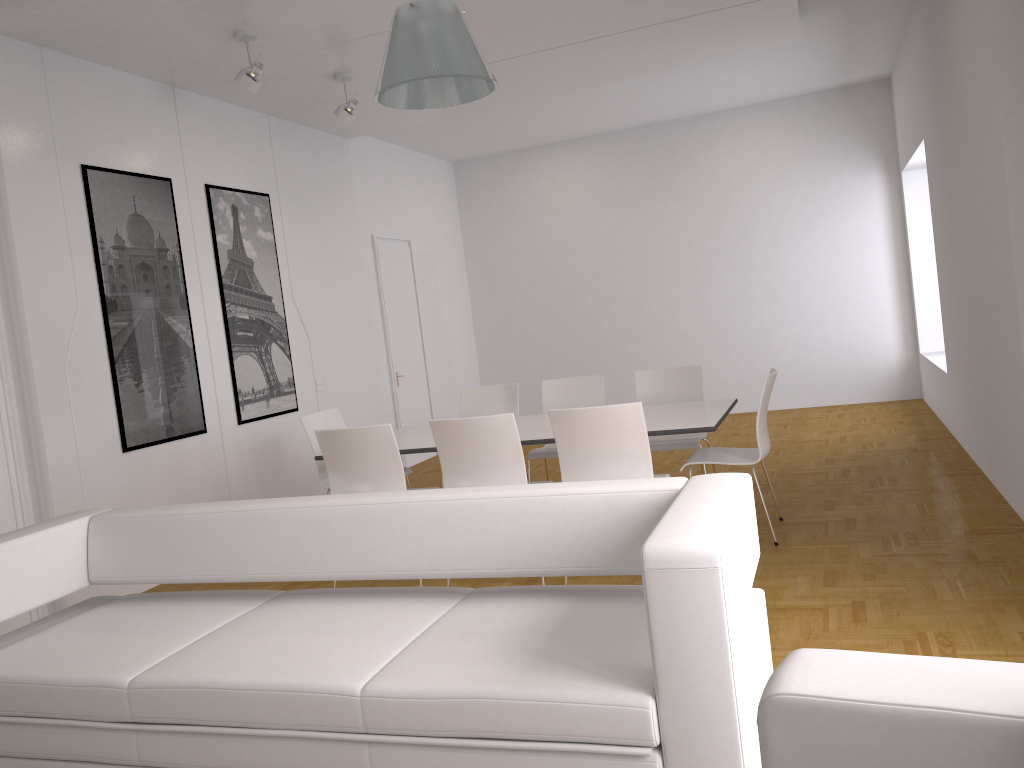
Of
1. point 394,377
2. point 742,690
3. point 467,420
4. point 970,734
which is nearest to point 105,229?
point 467,420

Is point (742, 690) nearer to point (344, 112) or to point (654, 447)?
point (654, 447)

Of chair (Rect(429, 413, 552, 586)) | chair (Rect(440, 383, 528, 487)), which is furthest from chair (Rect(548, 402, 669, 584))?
chair (Rect(440, 383, 528, 487))

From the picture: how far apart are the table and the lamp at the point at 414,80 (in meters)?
2.04

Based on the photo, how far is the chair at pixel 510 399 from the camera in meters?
6.6

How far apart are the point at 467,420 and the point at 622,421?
0.80m

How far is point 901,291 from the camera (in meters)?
9.70

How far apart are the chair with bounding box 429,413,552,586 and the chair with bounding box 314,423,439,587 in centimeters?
26cm

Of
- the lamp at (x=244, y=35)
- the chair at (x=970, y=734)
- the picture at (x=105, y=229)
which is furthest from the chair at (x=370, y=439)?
the chair at (x=970, y=734)

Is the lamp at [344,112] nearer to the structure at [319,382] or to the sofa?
the structure at [319,382]
